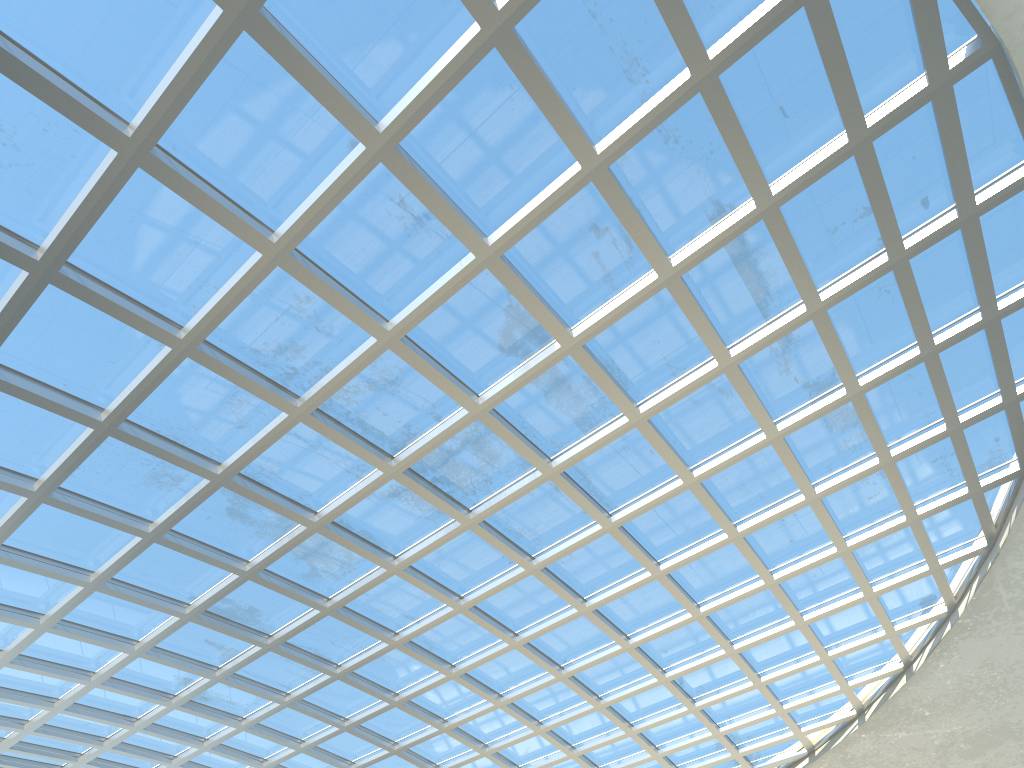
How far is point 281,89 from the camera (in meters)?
28.13

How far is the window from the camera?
28.13m

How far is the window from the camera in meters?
28.1 m

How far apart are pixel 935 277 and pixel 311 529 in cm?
3325
